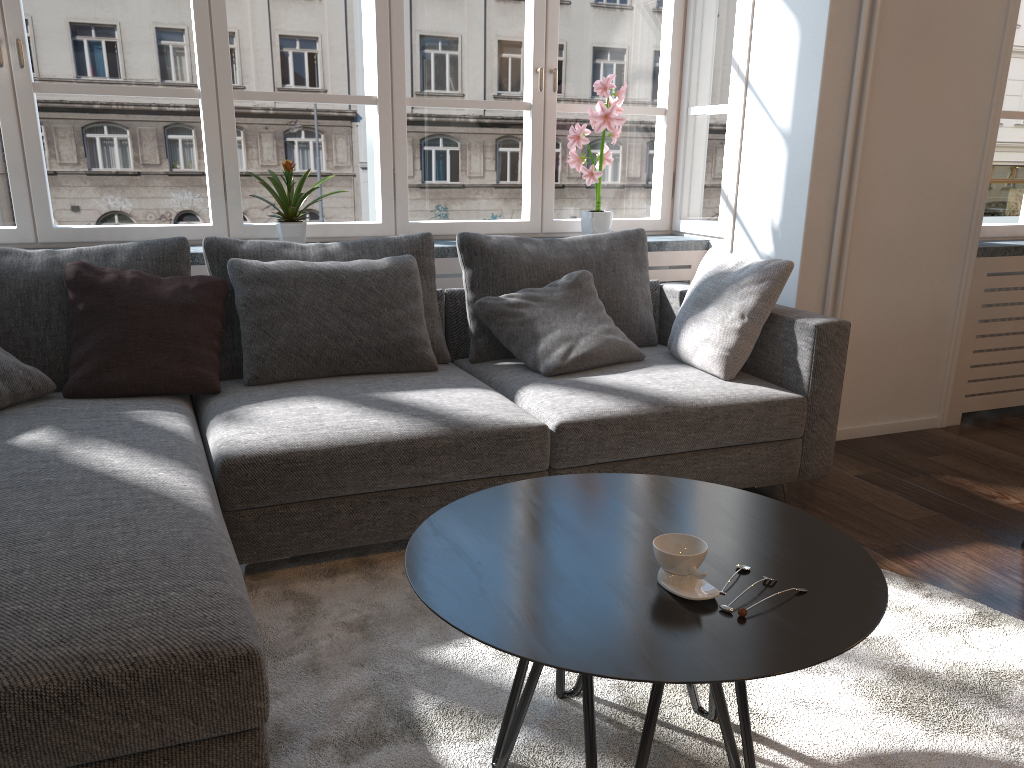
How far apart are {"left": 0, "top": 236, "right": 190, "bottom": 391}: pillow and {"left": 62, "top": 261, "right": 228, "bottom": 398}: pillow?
0.0m

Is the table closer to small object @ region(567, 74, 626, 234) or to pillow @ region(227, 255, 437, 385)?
pillow @ region(227, 255, 437, 385)

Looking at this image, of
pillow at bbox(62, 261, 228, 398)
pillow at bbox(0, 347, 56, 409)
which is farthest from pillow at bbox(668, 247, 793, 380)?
pillow at bbox(0, 347, 56, 409)

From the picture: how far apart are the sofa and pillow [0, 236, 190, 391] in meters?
0.1 m

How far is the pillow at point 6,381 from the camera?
2.5m

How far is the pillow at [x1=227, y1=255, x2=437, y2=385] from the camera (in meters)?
2.90

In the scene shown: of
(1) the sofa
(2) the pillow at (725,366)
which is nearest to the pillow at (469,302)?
(1) the sofa

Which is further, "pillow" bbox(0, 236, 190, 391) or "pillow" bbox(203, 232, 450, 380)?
"pillow" bbox(203, 232, 450, 380)

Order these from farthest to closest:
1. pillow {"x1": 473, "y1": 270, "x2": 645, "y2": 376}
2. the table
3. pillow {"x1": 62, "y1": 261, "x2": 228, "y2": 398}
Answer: pillow {"x1": 473, "y1": 270, "x2": 645, "y2": 376}
pillow {"x1": 62, "y1": 261, "x2": 228, "y2": 398}
the table

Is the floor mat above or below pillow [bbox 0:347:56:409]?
below
